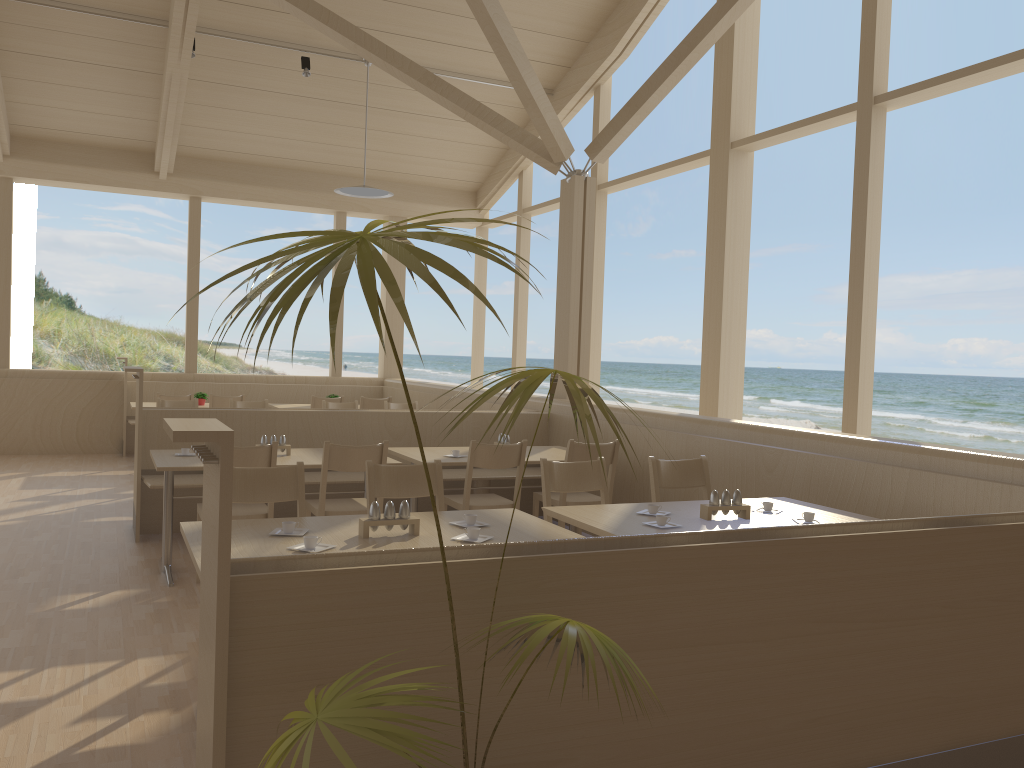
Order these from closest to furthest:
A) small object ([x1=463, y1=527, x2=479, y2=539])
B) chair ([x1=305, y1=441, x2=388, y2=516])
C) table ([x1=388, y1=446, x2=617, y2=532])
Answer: small object ([x1=463, y1=527, x2=479, y2=539]) → chair ([x1=305, y1=441, x2=388, y2=516]) → table ([x1=388, y1=446, x2=617, y2=532])

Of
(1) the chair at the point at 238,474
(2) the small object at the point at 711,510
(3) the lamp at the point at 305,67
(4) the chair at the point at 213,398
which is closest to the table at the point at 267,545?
(1) the chair at the point at 238,474

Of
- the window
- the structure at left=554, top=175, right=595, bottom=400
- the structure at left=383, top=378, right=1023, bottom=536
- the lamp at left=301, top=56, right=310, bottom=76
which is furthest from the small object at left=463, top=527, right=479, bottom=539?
the lamp at left=301, top=56, right=310, bottom=76

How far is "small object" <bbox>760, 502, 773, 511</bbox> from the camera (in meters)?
3.77

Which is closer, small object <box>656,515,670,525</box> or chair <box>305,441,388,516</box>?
small object <box>656,515,670,525</box>

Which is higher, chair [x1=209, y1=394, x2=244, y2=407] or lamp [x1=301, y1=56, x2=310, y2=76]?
lamp [x1=301, y1=56, x2=310, y2=76]

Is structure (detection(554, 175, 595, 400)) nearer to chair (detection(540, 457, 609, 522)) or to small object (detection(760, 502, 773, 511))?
chair (detection(540, 457, 609, 522))

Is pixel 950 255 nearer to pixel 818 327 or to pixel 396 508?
pixel 818 327

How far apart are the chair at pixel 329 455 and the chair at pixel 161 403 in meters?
3.3 m

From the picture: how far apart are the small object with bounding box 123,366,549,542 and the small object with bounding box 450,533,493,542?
Result: 3.0m
